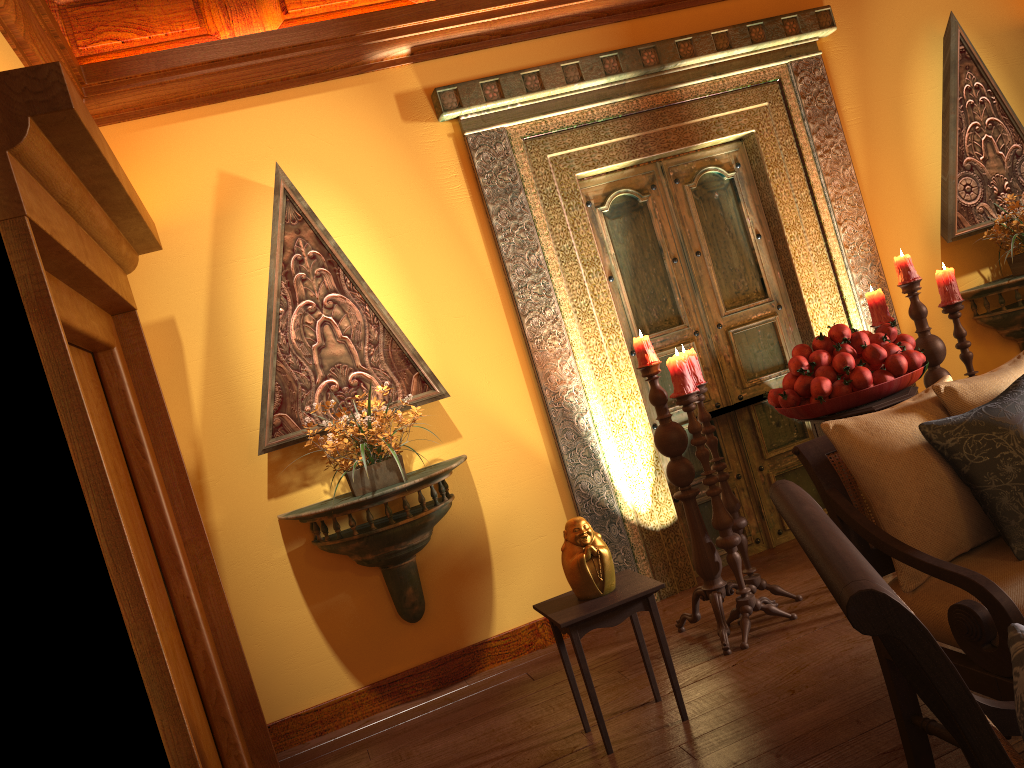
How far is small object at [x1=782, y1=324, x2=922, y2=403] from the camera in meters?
3.2

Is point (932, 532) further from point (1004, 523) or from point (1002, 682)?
point (1002, 682)

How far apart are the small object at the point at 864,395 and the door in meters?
1.0 m

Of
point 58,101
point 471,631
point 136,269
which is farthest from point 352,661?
point 58,101

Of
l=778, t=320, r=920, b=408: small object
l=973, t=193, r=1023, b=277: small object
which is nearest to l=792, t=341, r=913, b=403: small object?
l=778, t=320, r=920, b=408: small object

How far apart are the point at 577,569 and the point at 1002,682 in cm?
133

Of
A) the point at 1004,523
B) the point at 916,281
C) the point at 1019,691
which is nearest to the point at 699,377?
the point at 916,281

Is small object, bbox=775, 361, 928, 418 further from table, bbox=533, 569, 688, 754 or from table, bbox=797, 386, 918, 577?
table, bbox=533, 569, 688, 754

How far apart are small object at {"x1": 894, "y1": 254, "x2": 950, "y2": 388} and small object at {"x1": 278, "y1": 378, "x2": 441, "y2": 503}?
2.2m

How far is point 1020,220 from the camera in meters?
4.4
